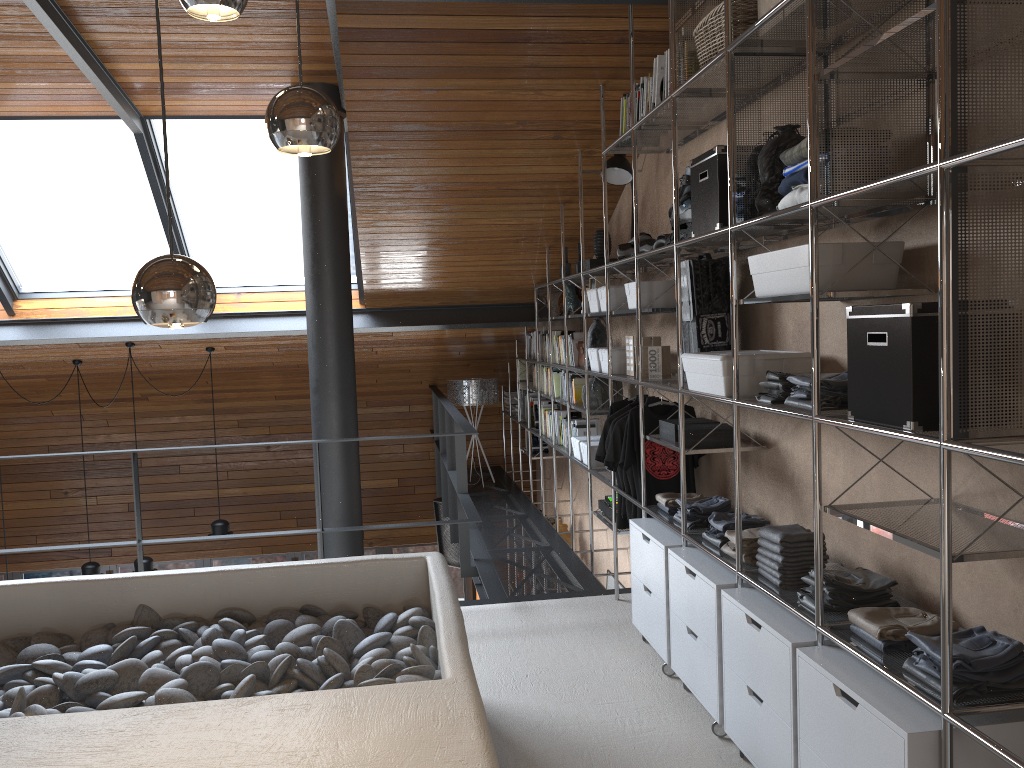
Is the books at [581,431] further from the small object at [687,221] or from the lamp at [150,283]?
the lamp at [150,283]

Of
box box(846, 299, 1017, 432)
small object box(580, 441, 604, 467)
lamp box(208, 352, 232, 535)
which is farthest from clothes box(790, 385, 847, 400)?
lamp box(208, 352, 232, 535)

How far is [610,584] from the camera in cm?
634

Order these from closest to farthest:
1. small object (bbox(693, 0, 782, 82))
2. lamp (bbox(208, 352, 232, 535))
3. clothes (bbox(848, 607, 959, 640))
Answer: clothes (bbox(848, 607, 959, 640)) < small object (bbox(693, 0, 782, 82)) < lamp (bbox(208, 352, 232, 535))

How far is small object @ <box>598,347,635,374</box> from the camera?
4.7m

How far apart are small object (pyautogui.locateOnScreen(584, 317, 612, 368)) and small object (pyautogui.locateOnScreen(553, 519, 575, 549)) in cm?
251

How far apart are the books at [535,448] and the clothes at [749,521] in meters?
4.3

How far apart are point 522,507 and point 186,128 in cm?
376

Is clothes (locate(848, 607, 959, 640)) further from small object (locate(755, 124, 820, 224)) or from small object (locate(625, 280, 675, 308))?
small object (locate(625, 280, 675, 308))

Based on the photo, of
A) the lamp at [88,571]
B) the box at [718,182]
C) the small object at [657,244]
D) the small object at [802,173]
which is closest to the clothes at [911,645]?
the small object at [802,173]
